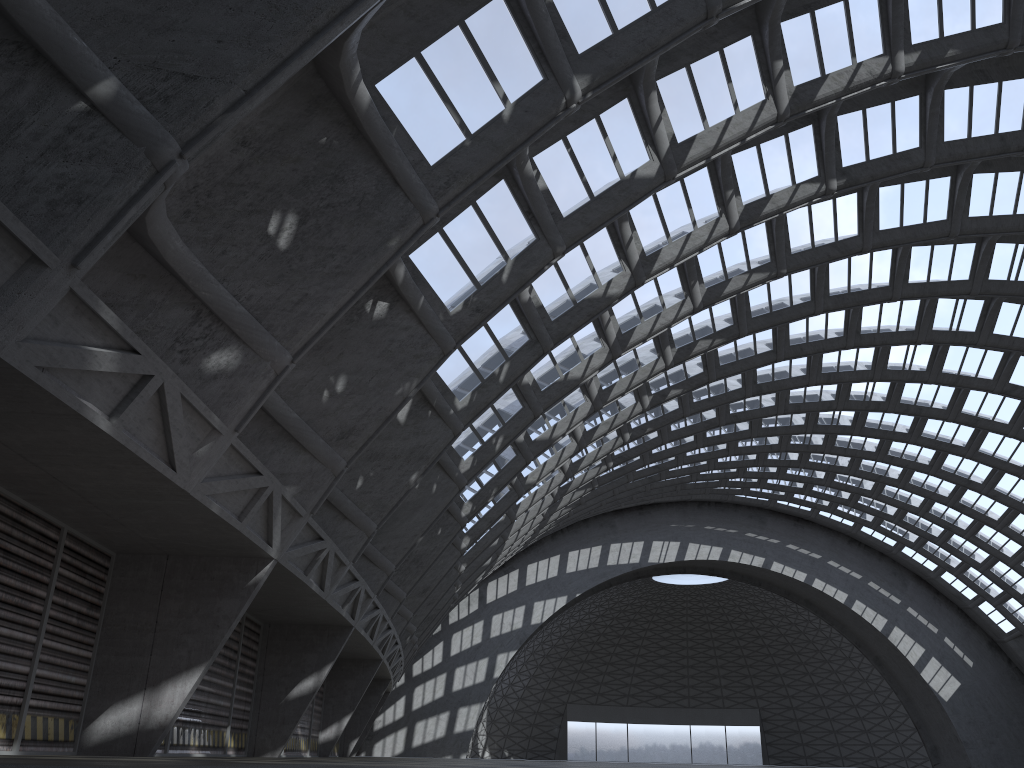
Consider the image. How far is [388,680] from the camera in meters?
36.5

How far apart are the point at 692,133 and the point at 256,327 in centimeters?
1036cm
